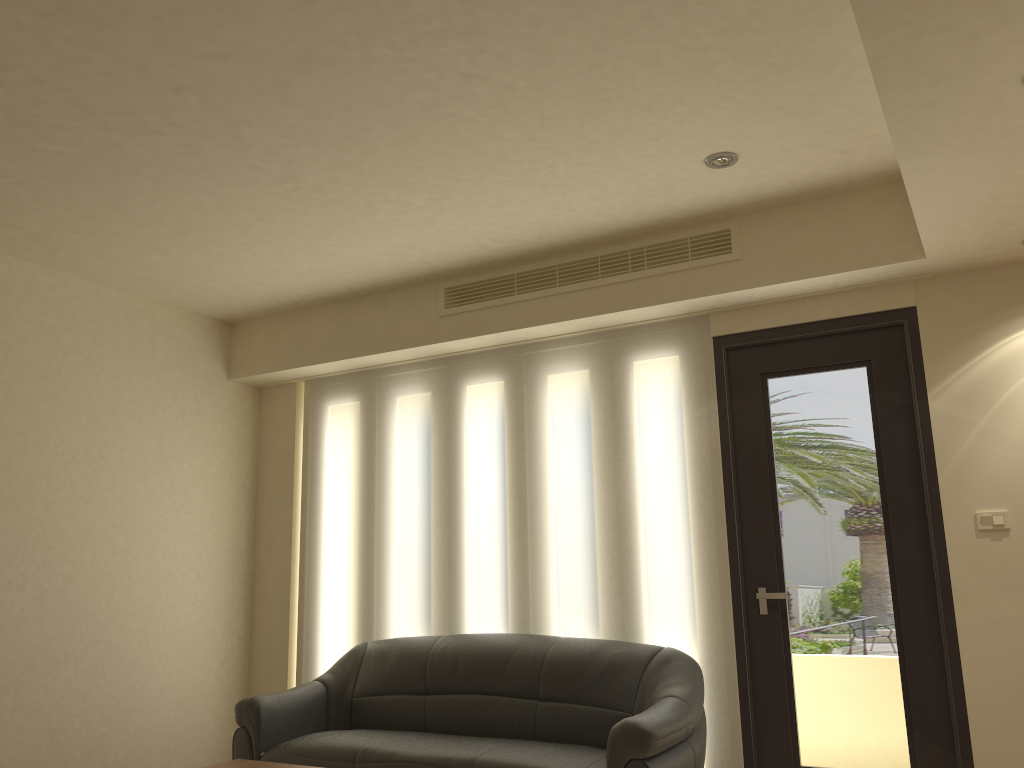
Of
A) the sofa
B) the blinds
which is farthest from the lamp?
the sofa

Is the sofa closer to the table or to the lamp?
the table

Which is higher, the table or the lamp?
the lamp

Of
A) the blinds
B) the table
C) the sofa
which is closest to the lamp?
the blinds

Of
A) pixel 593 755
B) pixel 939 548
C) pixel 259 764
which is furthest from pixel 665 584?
pixel 259 764

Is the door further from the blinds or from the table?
the table

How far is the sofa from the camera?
3.88m

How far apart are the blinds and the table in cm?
168

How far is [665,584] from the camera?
4.7 meters

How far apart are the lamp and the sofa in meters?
2.3 m
